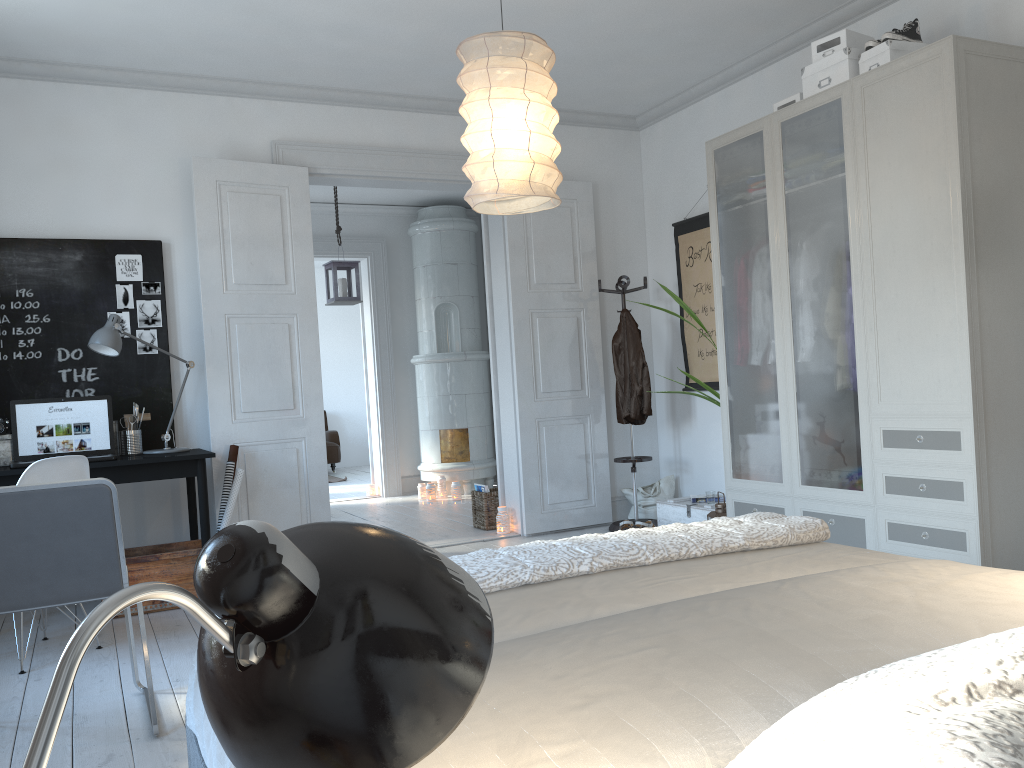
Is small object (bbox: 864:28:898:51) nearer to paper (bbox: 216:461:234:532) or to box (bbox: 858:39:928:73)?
box (bbox: 858:39:928:73)

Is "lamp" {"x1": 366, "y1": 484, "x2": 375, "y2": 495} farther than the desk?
Yes

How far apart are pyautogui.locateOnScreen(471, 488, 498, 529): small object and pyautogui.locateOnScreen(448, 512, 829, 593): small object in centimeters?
386cm

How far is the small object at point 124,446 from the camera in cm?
453

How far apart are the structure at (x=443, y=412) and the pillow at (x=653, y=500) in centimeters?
215cm

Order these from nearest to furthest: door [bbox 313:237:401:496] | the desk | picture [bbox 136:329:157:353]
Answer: the desk < picture [bbox 136:329:157:353] < door [bbox 313:237:401:496]

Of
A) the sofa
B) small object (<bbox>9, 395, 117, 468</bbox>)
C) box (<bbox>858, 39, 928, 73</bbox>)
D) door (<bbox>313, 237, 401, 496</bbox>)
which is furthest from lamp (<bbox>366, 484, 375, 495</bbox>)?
box (<bbox>858, 39, 928, 73</bbox>)

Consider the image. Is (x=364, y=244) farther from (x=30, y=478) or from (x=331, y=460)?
(x=30, y=478)

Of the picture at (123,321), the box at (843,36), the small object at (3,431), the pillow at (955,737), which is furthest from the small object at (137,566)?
the pillow at (955,737)

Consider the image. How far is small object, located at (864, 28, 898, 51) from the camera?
3.8 meters
